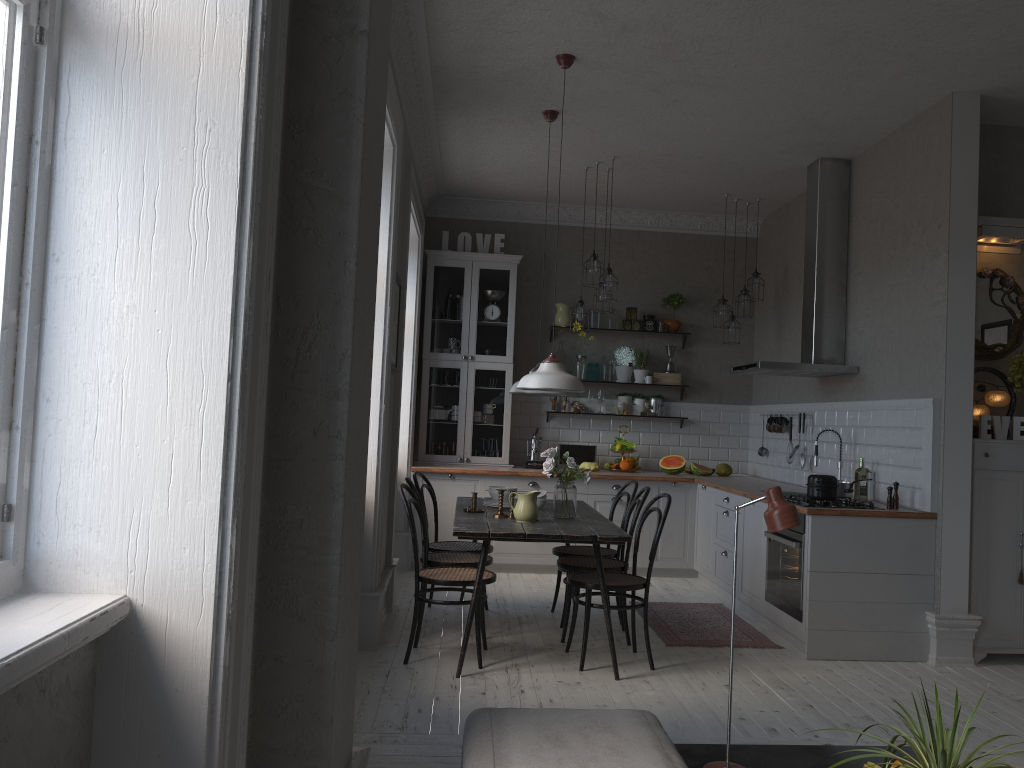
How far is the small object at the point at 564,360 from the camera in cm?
810

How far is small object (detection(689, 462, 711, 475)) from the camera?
7.76m

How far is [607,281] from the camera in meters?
6.6

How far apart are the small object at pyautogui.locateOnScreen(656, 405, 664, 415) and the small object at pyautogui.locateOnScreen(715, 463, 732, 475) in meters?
0.7 m

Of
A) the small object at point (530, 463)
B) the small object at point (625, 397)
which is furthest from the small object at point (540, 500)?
the small object at point (625, 397)

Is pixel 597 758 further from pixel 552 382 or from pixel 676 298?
pixel 676 298

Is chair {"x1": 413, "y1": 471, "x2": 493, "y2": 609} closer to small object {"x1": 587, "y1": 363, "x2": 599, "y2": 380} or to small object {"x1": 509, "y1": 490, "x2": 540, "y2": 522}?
small object {"x1": 509, "y1": 490, "x2": 540, "y2": 522}

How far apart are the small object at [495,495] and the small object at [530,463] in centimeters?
237cm

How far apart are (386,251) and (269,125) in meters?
3.0

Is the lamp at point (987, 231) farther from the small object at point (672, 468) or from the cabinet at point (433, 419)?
the cabinet at point (433, 419)
